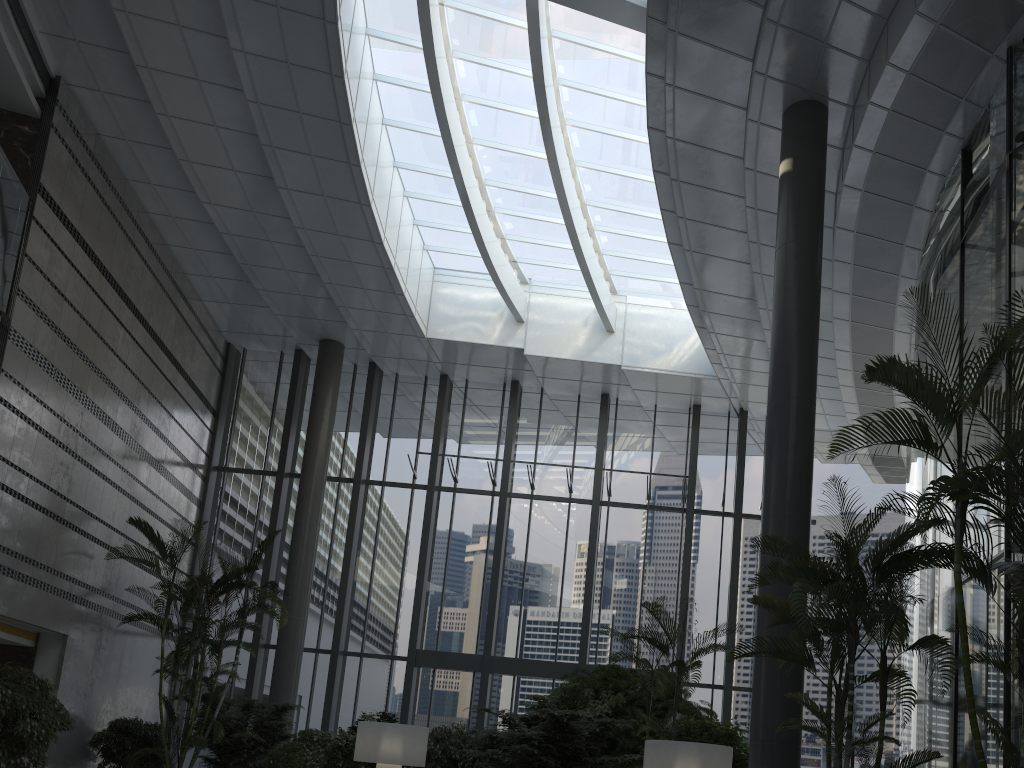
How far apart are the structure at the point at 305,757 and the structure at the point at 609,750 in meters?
3.1 m

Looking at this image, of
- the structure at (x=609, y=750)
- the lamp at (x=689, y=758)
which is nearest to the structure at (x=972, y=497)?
the lamp at (x=689, y=758)

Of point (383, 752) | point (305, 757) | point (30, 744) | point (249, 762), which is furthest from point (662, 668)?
point (249, 762)

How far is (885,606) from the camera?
5.77m

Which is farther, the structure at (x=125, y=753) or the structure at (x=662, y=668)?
the structure at (x=125, y=753)

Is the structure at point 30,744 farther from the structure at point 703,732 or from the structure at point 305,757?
the structure at point 703,732

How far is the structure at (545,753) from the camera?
9.0 meters

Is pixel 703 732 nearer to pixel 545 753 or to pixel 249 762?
pixel 545 753

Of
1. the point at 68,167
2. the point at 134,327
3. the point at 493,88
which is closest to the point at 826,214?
the point at 493,88

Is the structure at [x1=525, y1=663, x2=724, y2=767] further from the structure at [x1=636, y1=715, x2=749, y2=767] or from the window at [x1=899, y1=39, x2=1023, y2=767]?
the window at [x1=899, y1=39, x2=1023, y2=767]
